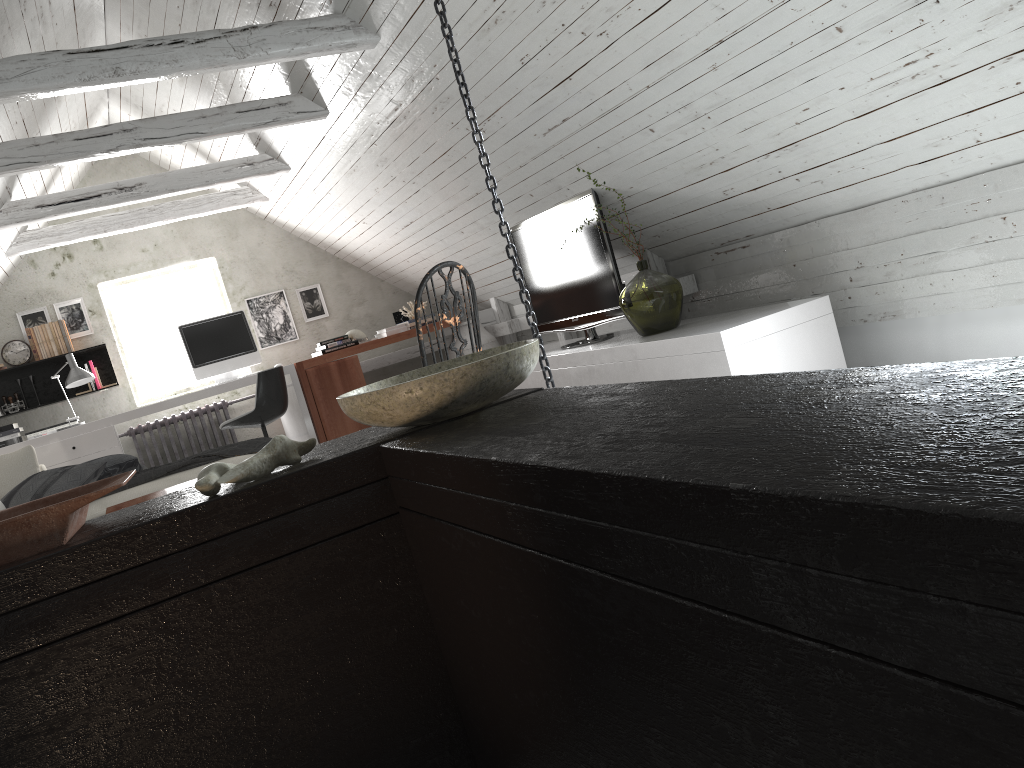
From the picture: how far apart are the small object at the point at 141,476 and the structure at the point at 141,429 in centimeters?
255cm

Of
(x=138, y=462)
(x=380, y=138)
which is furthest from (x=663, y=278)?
(x=138, y=462)

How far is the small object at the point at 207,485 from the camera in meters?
1.3

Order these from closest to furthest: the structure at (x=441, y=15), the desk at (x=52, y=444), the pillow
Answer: the structure at (x=441, y=15) → the pillow → the desk at (x=52, y=444)

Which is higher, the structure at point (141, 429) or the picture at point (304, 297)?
the picture at point (304, 297)

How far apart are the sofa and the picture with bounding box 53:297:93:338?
2.5m

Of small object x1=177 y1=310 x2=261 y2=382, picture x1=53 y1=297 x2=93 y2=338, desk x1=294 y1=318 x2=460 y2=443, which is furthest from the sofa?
picture x1=53 y1=297 x2=93 y2=338

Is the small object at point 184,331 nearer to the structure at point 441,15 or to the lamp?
the lamp

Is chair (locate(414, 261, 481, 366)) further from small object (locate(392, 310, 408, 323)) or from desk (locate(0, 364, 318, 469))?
small object (locate(392, 310, 408, 323))

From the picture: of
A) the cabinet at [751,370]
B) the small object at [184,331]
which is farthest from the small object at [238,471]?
the small object at [184,331]
